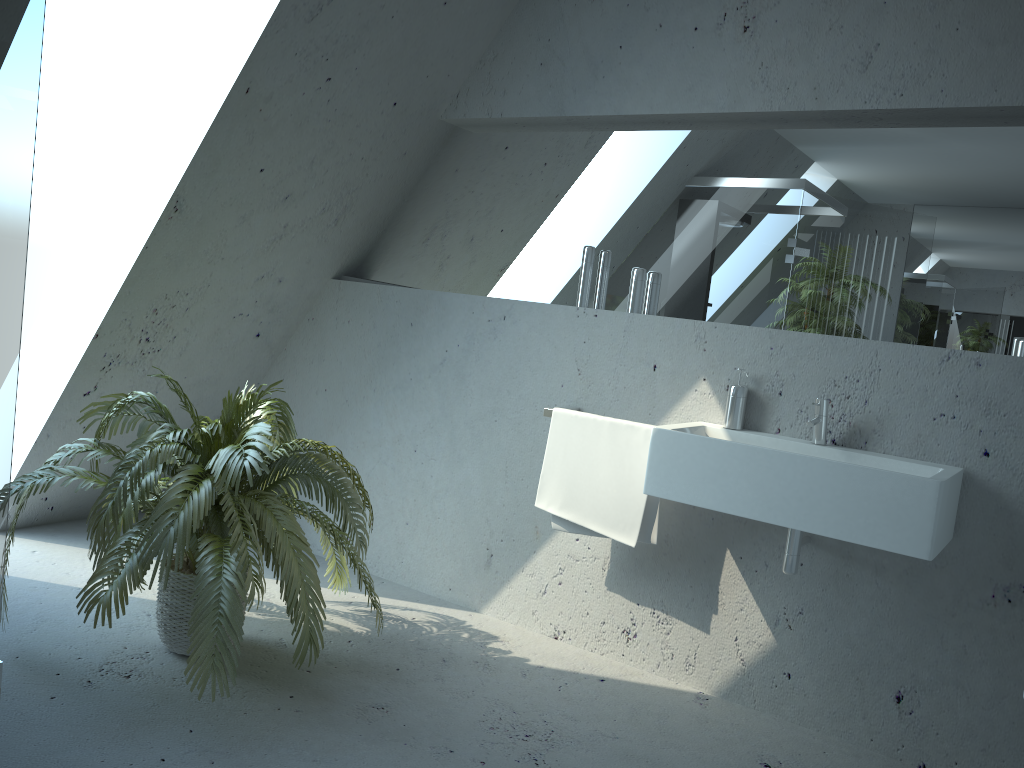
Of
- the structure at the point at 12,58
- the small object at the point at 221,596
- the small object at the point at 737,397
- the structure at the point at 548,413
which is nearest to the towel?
the structure at the point at 548,413

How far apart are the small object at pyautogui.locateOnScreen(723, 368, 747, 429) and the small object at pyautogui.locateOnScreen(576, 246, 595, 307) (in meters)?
0.67

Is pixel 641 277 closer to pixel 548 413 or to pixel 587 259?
pixel 587 259

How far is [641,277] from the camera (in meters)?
3.12

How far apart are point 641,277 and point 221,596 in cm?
173

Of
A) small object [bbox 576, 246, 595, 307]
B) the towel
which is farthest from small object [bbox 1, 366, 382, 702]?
small object [bbox 576, 246, 595, 307]

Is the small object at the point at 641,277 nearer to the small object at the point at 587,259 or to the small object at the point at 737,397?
the small object at the point at 587,259

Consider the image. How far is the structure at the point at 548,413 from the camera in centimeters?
306cm

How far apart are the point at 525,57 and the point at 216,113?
1.2 meters

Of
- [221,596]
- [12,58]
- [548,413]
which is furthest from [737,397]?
[12,58]
